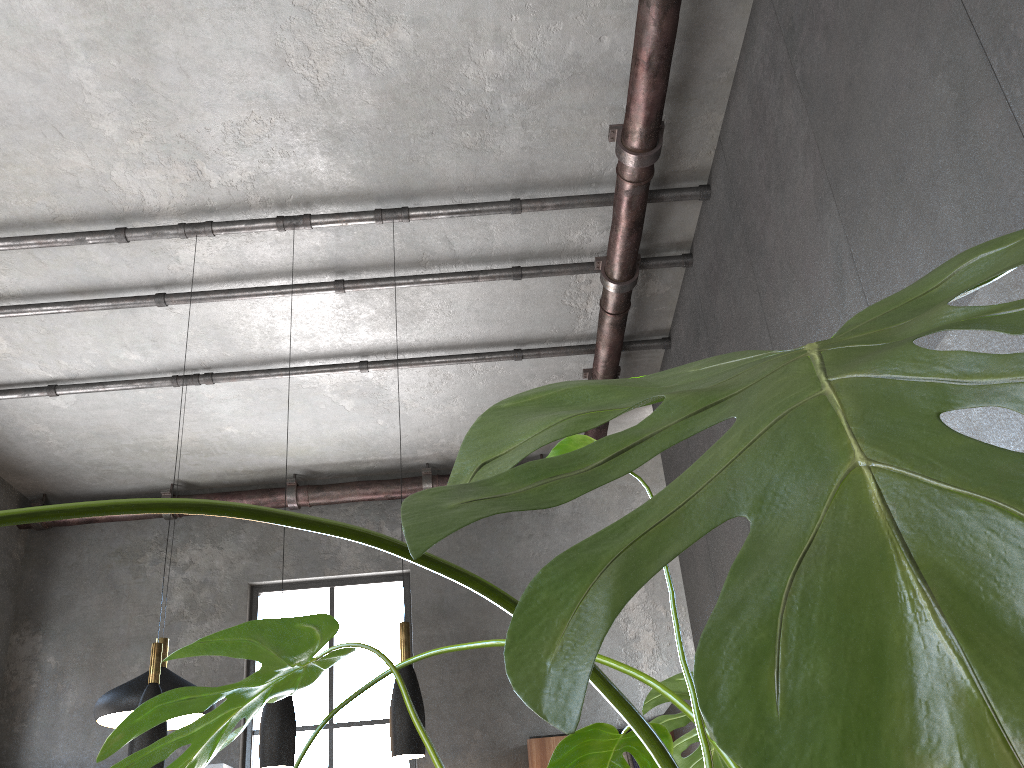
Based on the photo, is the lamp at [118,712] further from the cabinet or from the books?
the books

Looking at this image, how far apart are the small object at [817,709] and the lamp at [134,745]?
3.06m

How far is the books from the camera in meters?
6.8 m

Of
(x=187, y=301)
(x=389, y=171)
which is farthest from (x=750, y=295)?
(x=187, y=301)

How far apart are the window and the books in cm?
175

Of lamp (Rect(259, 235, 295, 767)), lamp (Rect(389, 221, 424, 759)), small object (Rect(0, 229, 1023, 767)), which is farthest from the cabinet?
small object (Rect(0, 229, 1023, 767))

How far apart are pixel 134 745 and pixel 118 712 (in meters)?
1.58

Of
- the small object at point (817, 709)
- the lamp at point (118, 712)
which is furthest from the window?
the small object at point (817, 709)

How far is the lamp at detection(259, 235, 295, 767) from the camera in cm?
376

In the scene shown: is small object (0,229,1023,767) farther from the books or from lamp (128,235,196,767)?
the books
